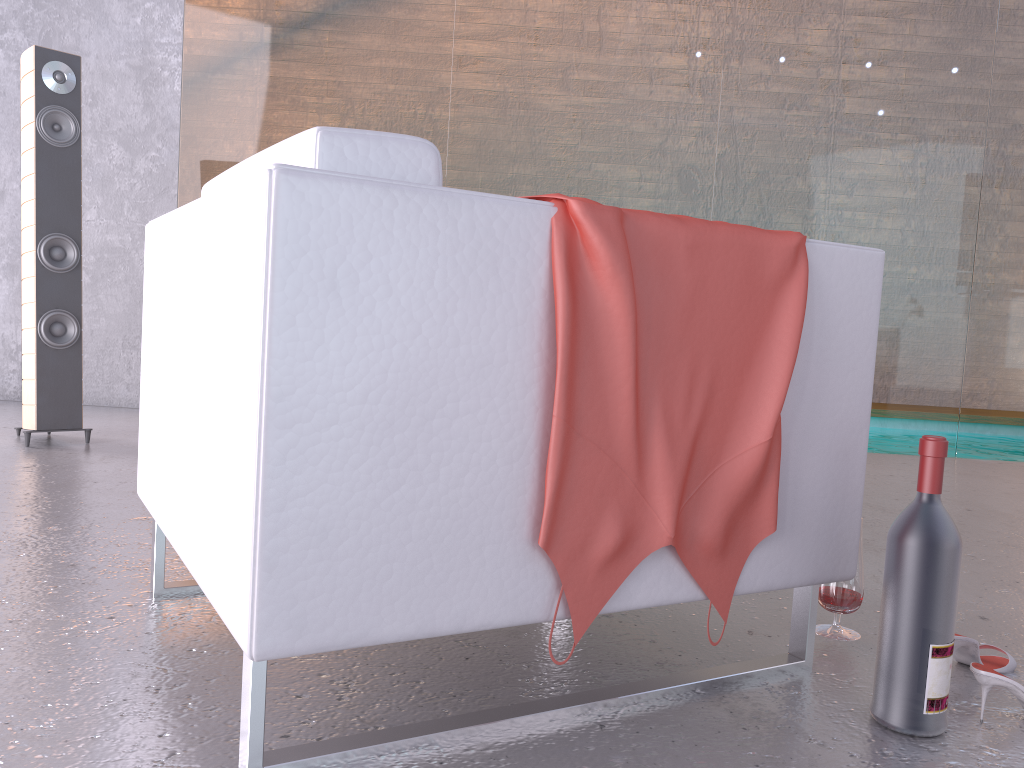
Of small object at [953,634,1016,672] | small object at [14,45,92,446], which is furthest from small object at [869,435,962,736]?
A: small object at [14,45,92,446]

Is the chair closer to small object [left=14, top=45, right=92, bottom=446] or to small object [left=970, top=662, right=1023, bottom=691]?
small object [left=970, top=662, right=1023, bottom=691]

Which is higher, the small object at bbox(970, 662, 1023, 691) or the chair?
the chair

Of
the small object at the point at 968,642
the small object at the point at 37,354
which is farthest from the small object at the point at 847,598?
the small object at the point at 37,354

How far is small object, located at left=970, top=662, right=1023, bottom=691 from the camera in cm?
133

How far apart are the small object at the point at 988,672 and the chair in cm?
22

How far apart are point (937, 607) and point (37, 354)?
3.1m

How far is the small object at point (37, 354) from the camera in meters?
3.3

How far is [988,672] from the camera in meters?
1.3 m

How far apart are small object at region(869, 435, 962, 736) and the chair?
0.12m
